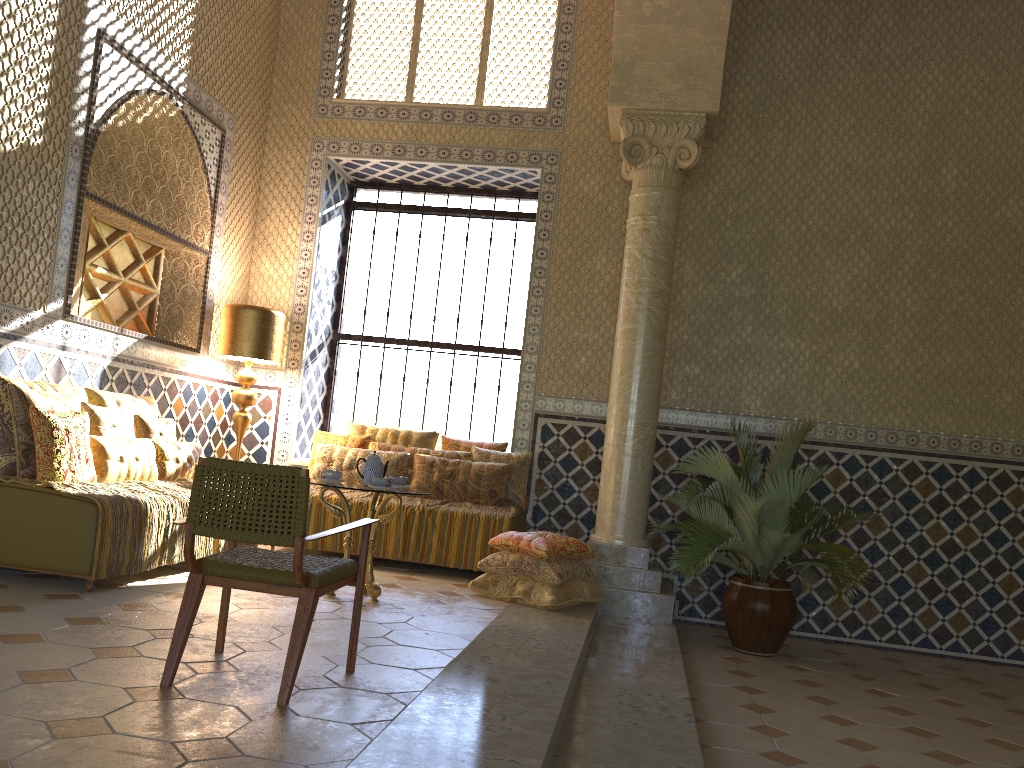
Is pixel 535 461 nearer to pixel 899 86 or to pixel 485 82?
pixel 485 82

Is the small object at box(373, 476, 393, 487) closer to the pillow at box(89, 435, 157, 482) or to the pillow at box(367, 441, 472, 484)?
the pillow at box(89, 435, 157, 482)

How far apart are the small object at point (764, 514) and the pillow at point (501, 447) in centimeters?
229cm

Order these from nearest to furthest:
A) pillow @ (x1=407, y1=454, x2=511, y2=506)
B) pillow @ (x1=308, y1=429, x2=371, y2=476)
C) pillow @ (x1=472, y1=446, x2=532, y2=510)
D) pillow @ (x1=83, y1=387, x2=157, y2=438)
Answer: pillow @ (x1=83, y1=387, x2=157, y2=438)
pillow @ (x1=407, y1=454, x2=511, y2=506)
pillow @ (x1=472, y1=446, x2=532, y2=510)
pillow @ (x1=308, y1=429, x2=371, y2=476)

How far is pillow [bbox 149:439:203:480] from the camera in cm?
847

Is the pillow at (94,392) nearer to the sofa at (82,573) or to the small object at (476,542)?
the sofa at (82,573)

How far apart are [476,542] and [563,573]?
1.6m

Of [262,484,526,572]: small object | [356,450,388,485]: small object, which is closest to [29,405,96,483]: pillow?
[356,450,388,485]: small object

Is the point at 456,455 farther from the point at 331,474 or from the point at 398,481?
the point at 331,474

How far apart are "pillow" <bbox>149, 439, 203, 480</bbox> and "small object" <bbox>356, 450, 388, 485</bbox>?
2.10m
